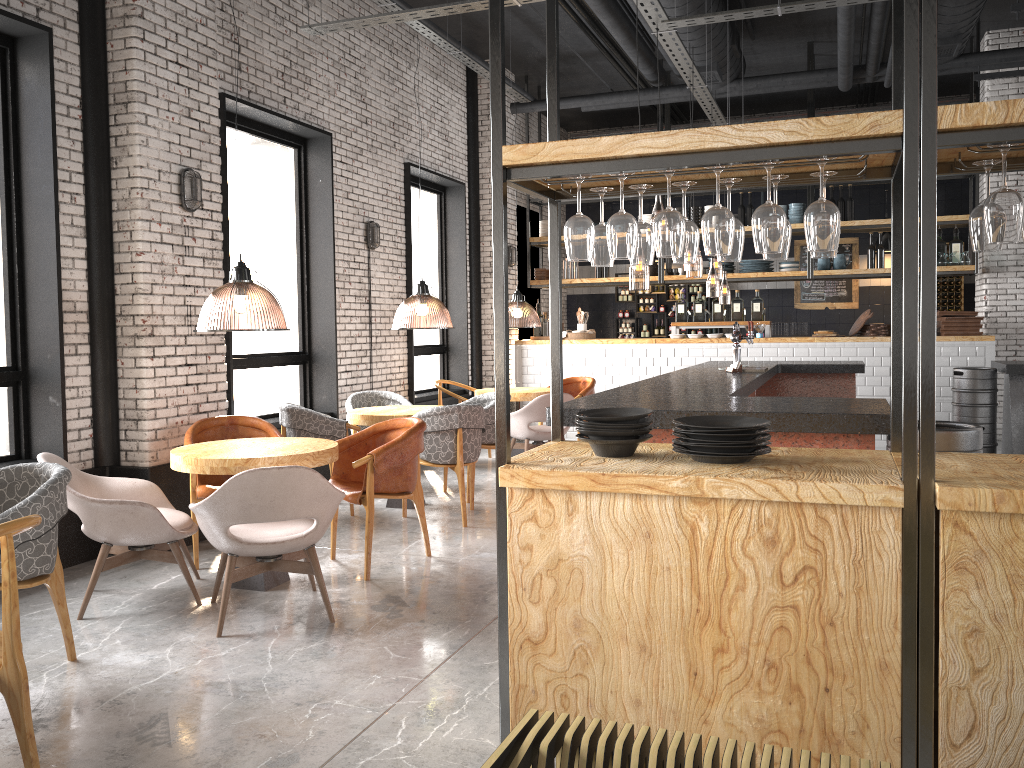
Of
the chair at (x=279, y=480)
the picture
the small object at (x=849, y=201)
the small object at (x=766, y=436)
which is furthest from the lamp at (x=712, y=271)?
the small object at (x=766, y=436)

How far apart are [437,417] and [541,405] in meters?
2.2 m

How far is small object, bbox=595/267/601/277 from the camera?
12.5m

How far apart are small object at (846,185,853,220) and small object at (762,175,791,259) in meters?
9.0 m

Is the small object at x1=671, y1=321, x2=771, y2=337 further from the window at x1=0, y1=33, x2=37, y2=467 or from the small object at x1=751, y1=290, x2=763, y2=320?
the window at x1=0, y1=33, x2=37, y2=467

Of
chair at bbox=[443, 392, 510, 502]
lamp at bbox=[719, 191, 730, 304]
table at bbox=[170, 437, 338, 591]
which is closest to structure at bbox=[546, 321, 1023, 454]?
table at bbox=[170, 437, 338, 591]

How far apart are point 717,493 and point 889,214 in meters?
13.0

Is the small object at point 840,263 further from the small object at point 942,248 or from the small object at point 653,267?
the small object at point 653,267

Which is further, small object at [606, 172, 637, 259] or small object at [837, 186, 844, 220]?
small object at [837, 186, 844, 220]

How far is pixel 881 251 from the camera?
11.1m
